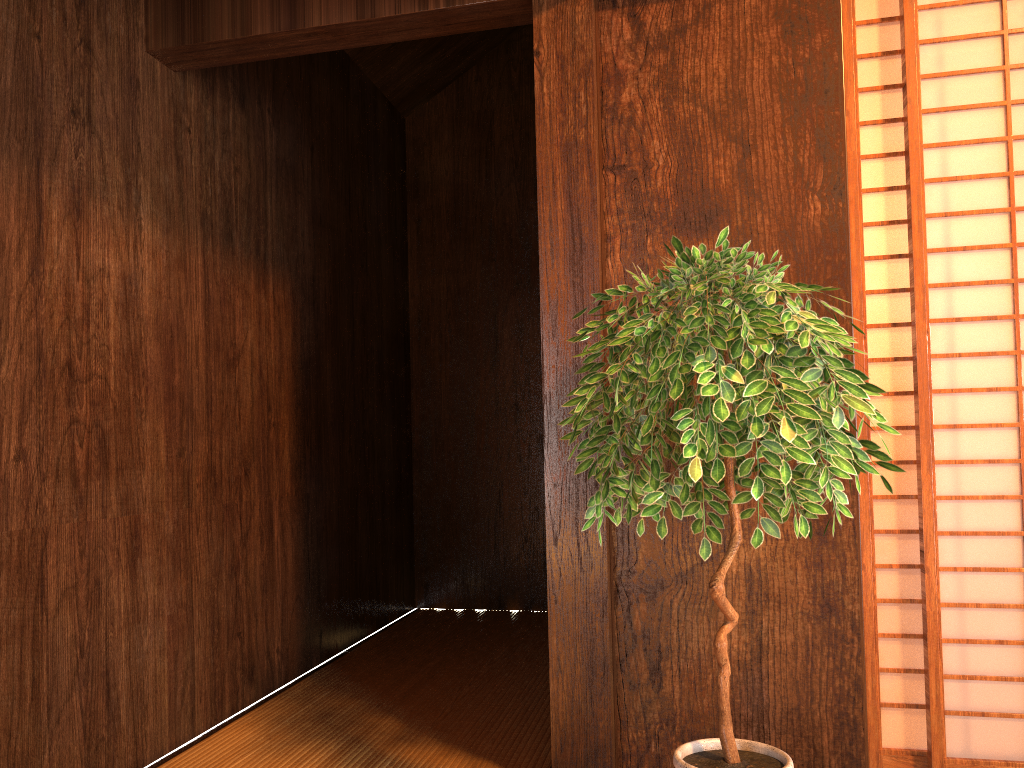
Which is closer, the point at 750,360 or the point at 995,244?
the point at 750,360

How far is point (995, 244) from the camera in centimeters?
210cm

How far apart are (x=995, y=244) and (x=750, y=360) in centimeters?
94cm

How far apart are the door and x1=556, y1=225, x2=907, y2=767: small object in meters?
0.3

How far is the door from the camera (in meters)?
2.10

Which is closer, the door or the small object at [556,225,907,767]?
the small object at [556,225,907,767]

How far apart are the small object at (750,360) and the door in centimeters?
26cm

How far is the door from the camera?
2.1m

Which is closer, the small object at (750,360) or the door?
the small object at (750,360)

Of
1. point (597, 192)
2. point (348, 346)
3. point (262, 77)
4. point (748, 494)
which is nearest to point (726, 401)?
point (748, 494)
